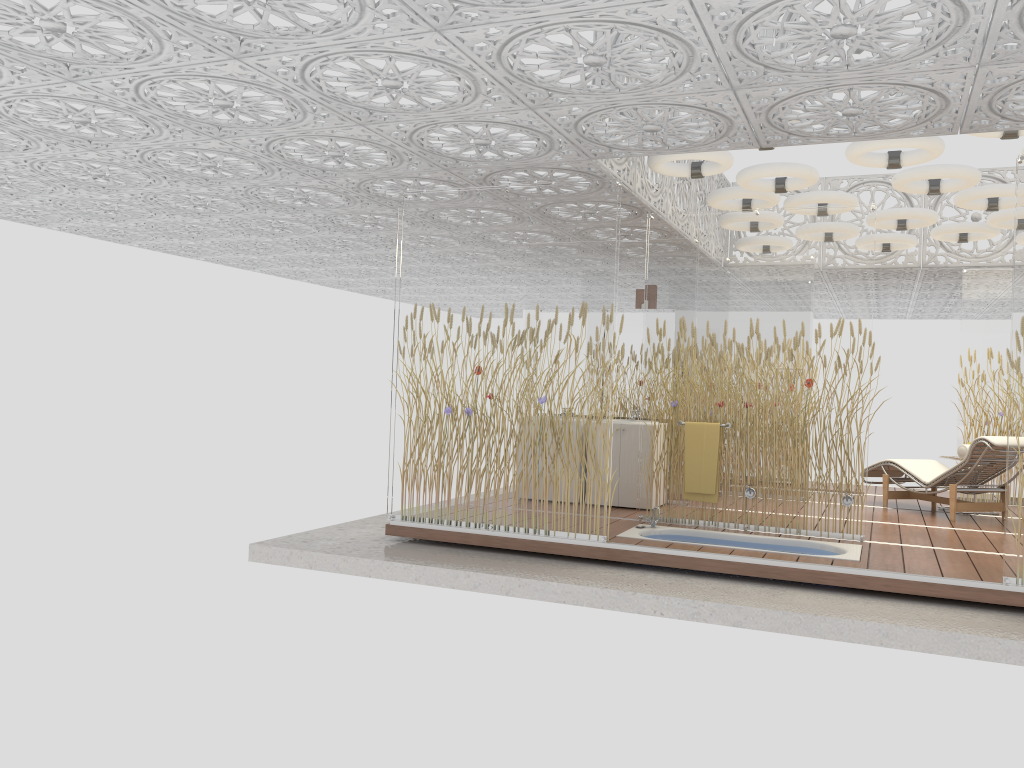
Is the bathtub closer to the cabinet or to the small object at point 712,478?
the small object at point 712,478

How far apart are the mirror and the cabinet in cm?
56

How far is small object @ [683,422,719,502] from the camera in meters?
7.2 m

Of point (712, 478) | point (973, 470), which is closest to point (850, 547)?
point (712, 478)

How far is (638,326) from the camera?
8.80m

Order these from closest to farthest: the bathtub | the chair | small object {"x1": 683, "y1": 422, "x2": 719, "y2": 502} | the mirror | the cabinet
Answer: the bathtub, small object {"x1": 683, "y1": 422, "x2": 719, "y2": 502}, the chair, the cabinet, the mirror

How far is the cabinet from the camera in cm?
824

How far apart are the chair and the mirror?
2.7 meters

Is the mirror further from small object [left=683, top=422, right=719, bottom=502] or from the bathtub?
the bathtub

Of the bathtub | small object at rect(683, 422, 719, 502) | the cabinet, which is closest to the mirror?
the cabinet
